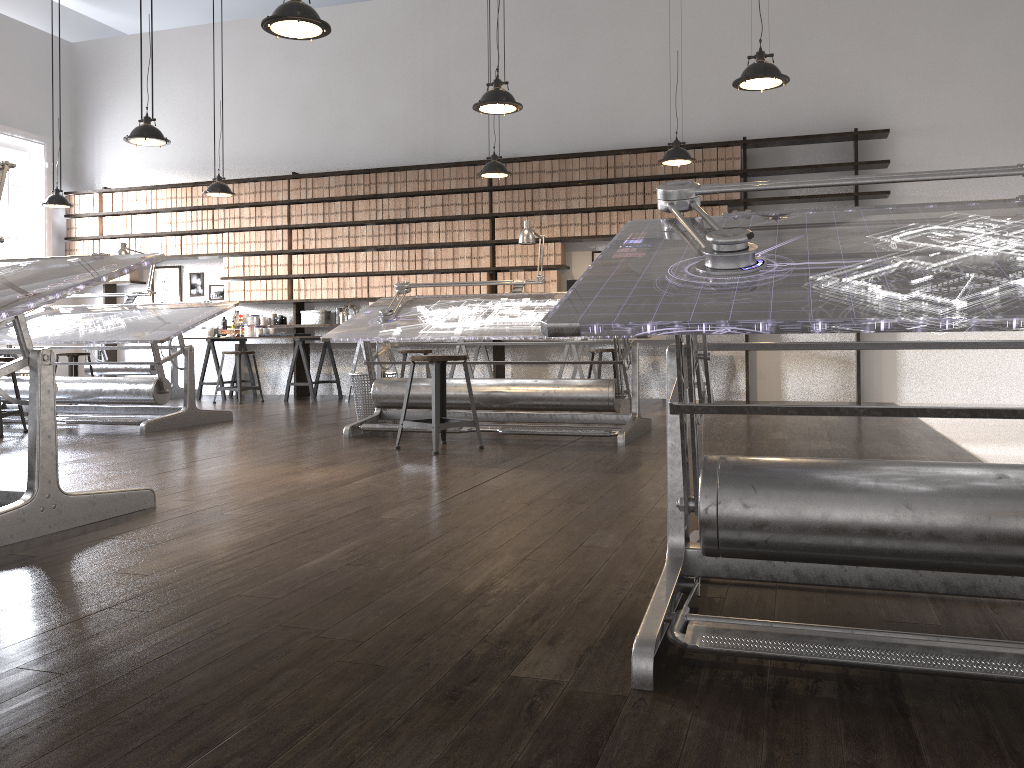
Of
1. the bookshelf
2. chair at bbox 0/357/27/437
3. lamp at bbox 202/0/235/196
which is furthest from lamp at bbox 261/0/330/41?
the bookshelf

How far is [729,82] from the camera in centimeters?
839cm

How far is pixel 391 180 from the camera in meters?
9.2

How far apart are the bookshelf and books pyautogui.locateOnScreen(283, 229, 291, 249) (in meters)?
0.61

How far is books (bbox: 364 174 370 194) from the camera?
9.3 meters

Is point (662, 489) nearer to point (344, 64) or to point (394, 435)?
point (394, 435)

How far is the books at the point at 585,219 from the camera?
8.6m

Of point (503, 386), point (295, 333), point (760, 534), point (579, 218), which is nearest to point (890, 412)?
point (760, 534)

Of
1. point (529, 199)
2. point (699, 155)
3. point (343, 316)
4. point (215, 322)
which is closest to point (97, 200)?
point (215, 322)

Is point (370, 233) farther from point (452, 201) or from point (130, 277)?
point (130, 277)
